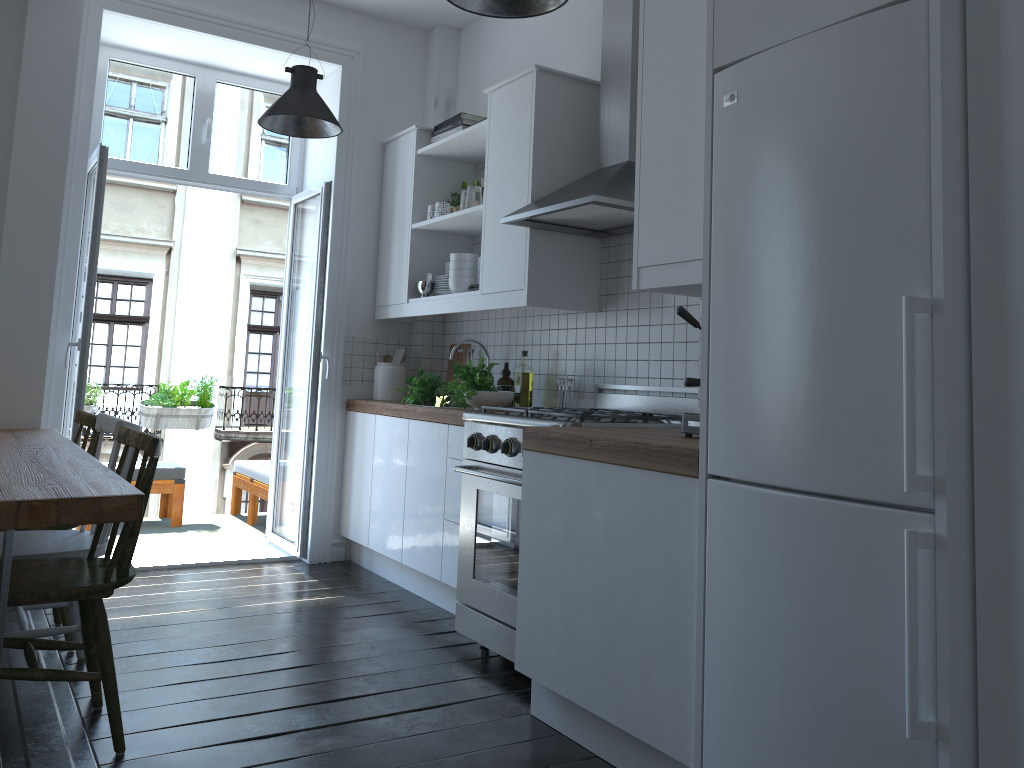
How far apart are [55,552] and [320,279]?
2.30m

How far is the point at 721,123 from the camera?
2.10m

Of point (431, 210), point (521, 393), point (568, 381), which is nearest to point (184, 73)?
point (431, 210)

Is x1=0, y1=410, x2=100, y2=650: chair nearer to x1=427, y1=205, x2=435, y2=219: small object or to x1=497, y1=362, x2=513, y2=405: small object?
x1=497, y1=362, x2=513, y2=405: small object

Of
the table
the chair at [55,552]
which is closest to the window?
the table

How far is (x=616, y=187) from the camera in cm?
318

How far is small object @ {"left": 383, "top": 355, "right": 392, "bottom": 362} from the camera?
5.01m

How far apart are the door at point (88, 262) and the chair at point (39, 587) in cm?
157

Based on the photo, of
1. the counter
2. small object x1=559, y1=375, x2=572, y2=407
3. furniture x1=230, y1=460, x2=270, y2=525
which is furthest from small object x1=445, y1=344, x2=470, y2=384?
furniture x1=230, y1=460, x2=270, y2=525

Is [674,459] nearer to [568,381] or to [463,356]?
[568,381]
